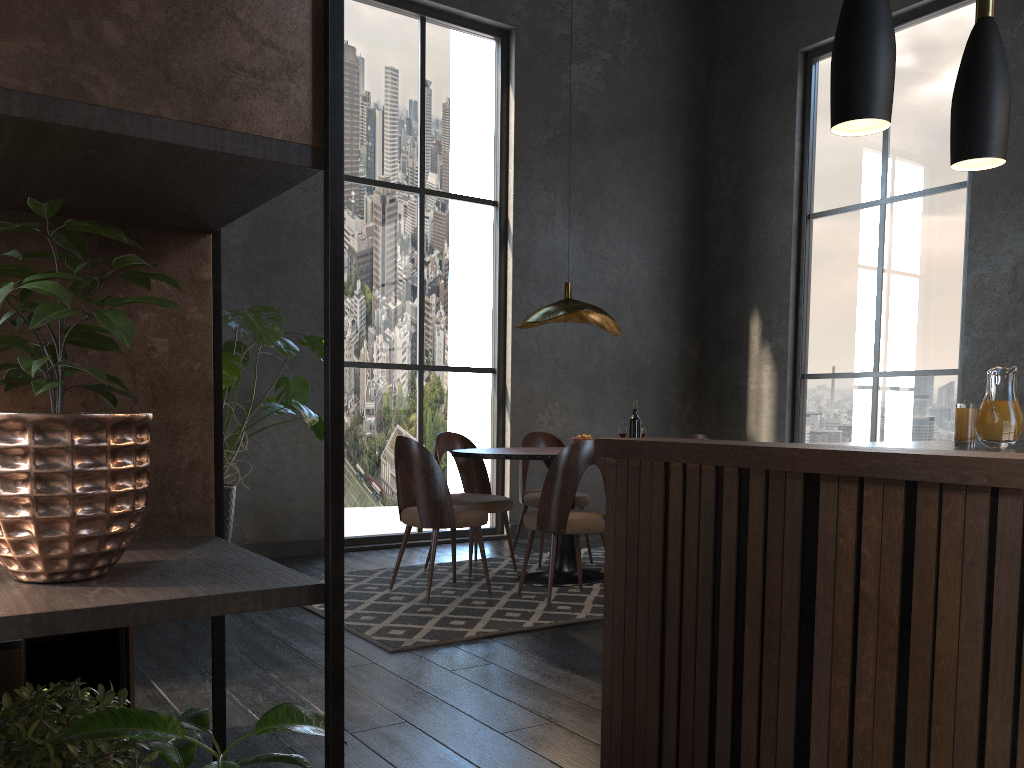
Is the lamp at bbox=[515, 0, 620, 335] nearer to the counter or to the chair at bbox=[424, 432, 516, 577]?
the chair at bbox=[424, 432, 516, 577]

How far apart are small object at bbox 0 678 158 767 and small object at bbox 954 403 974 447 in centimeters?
179cm

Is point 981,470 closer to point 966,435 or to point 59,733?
point 966,435

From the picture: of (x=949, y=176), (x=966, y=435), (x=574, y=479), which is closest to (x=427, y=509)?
(x=574, y=479)

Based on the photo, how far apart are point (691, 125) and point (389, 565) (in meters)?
4.99

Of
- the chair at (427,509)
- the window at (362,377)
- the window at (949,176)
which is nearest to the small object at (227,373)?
the chair at (427,509)

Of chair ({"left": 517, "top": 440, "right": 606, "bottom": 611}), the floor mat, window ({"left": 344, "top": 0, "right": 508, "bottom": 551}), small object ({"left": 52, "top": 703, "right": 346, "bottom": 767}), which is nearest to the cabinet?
small object ({"left": 52, "top": 703, "right": 346, "bottom": 767})

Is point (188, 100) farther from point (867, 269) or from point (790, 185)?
point (790, 185)

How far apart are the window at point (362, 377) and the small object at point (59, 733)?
5.3m

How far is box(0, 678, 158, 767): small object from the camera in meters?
0.9
